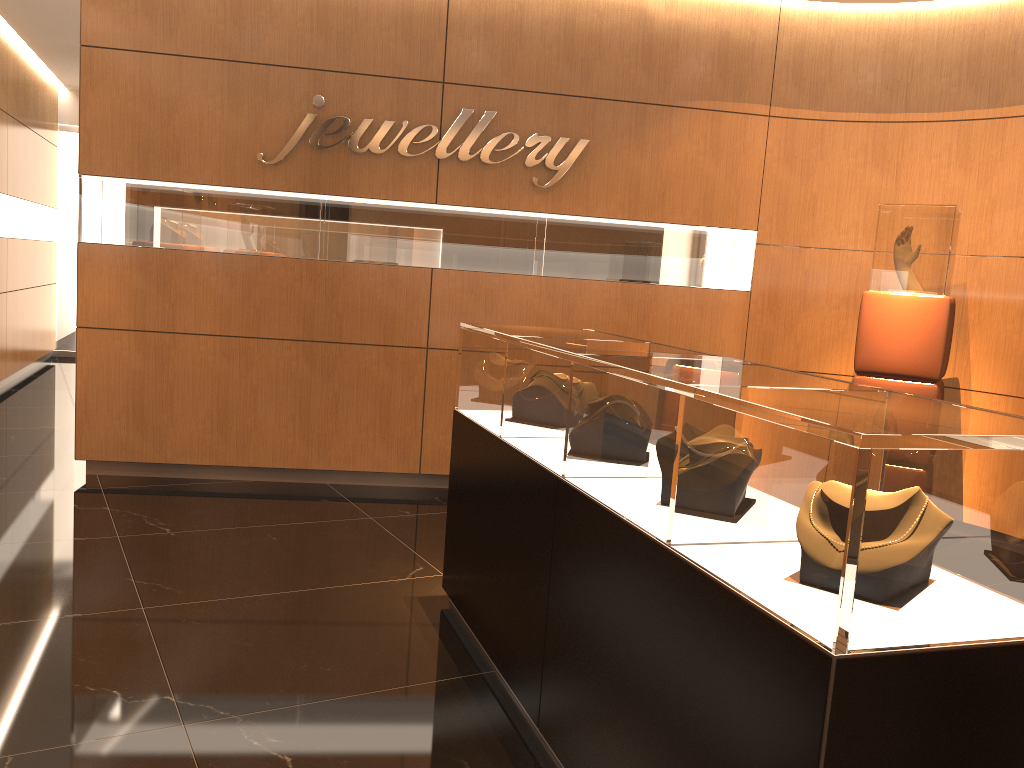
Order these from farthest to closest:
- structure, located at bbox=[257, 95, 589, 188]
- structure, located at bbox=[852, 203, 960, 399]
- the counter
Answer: structure, located at bbox=[257, 95, 589, 188] < structure, located at bbox=[852, 203, 960, 399] < the counter

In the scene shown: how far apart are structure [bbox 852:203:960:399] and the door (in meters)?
9.76

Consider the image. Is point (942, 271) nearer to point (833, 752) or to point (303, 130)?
point (303, 130)

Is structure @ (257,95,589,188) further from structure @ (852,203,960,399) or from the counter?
the counter

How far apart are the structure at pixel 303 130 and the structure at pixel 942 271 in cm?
183

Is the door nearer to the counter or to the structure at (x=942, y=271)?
the counter

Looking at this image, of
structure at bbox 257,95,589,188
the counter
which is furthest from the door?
the counter

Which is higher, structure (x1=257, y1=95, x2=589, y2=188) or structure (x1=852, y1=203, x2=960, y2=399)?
structure (x1=257, y1=95, x2=589, y2=188)

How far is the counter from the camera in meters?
1.5

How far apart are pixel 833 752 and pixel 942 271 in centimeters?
410cm
